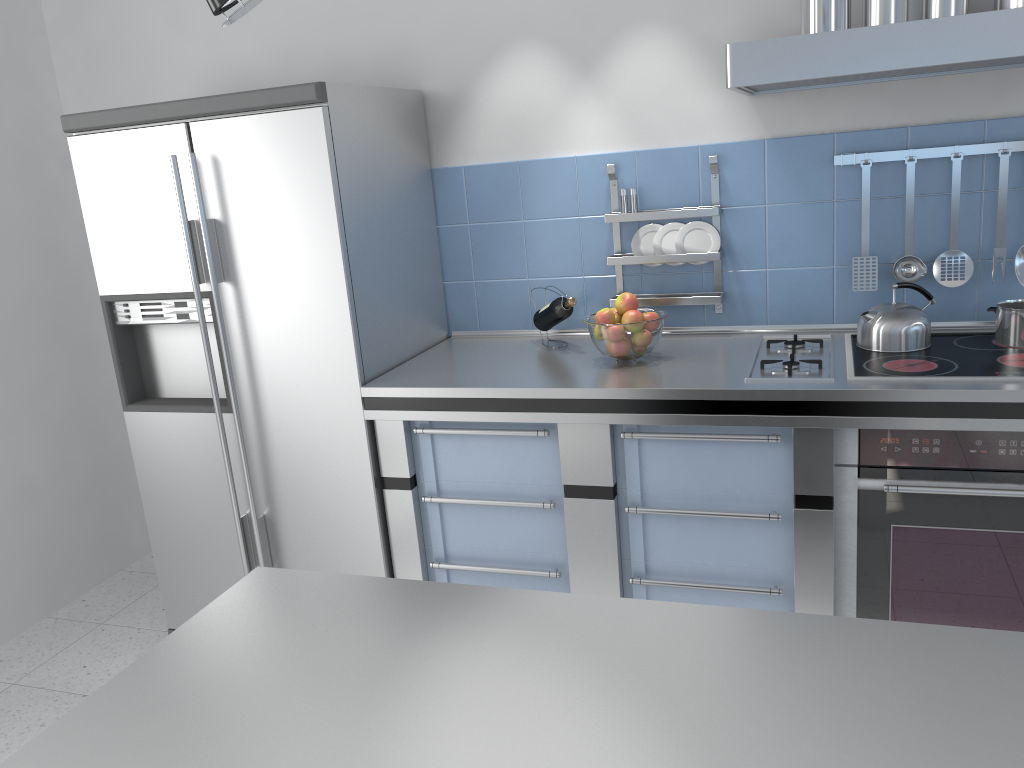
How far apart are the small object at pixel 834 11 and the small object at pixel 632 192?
0.8 meters

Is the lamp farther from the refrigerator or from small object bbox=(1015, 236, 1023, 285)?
small object bbox=(1015, 236, 1023, 285)

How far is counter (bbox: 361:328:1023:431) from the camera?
2.10m

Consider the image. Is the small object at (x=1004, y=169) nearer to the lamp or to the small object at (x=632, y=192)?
the small object at (x=632, y=192)

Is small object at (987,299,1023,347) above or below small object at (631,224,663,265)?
below

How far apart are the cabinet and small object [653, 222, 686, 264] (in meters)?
0.69

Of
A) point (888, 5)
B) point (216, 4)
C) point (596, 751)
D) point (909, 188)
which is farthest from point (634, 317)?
point (216, 4)

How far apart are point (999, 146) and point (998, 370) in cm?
71

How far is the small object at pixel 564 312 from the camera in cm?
281

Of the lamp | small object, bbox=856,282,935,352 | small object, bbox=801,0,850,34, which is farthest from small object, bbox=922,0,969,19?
the lamp
